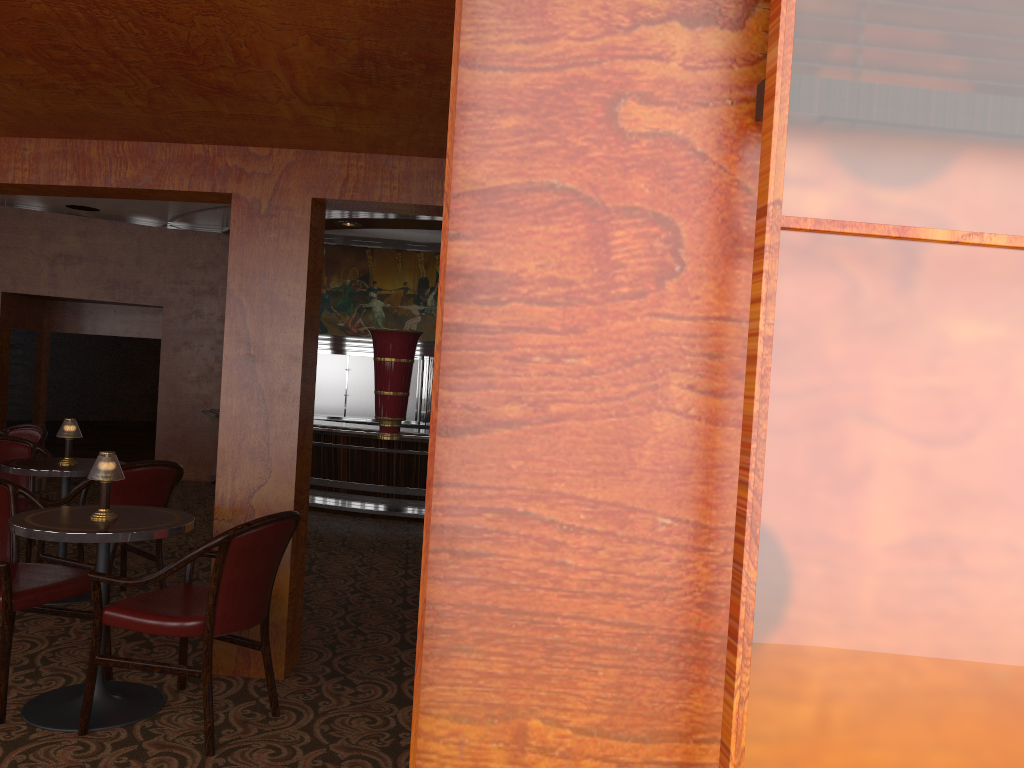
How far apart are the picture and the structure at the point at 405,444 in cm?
201

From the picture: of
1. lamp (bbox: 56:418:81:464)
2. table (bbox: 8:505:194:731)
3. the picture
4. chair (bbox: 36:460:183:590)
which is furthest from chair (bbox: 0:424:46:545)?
the picture

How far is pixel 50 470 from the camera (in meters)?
4.57

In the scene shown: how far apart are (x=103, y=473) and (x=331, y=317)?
10.0 meters

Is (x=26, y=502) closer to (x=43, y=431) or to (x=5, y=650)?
(x=43, y=431)

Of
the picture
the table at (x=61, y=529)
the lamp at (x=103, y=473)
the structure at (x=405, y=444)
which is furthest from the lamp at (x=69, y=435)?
the picture

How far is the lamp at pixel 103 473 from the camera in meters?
3.3 m

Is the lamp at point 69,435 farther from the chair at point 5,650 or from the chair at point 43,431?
the chair at point 43,431

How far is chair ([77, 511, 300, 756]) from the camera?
3.0m

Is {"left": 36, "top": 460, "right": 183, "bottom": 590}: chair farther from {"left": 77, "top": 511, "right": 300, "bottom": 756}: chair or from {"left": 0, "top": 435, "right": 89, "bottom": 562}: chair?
{"left": 77, "top": 511, "right": 300, "bottom": 756}: chair
